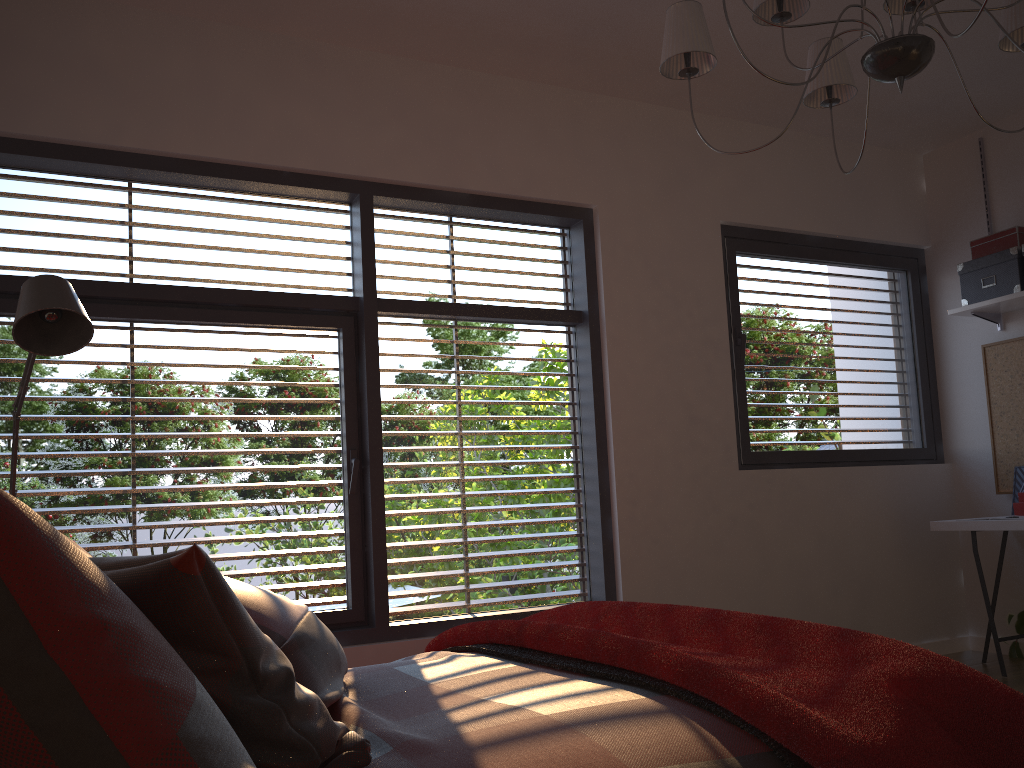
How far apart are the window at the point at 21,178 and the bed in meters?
1.1 m

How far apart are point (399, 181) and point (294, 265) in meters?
0.6

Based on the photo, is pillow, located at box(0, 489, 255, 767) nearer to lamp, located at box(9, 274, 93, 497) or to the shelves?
lamp, located at box(9, 274, 93, 497)

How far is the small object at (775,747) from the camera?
1.36m

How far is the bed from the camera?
1.3m

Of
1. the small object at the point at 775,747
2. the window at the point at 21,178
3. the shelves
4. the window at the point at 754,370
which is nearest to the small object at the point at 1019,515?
the window at the point at 754,370

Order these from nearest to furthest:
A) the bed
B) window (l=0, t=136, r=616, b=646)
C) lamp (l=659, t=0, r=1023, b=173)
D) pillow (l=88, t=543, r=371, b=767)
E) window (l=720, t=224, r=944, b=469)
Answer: pillow (l=88, t=543, r=371, b=767) → the bed → lamp (l=659, t=0, r=1023, b=173) → window (l=0, t=136, r=616, b=646) → window (l=720, t=224, r=944, b=469)

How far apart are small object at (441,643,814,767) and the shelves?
3.5m

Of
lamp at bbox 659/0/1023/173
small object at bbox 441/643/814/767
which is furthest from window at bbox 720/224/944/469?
small object at bbox 441/643/814/767

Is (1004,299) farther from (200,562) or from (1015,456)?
(200,562)
